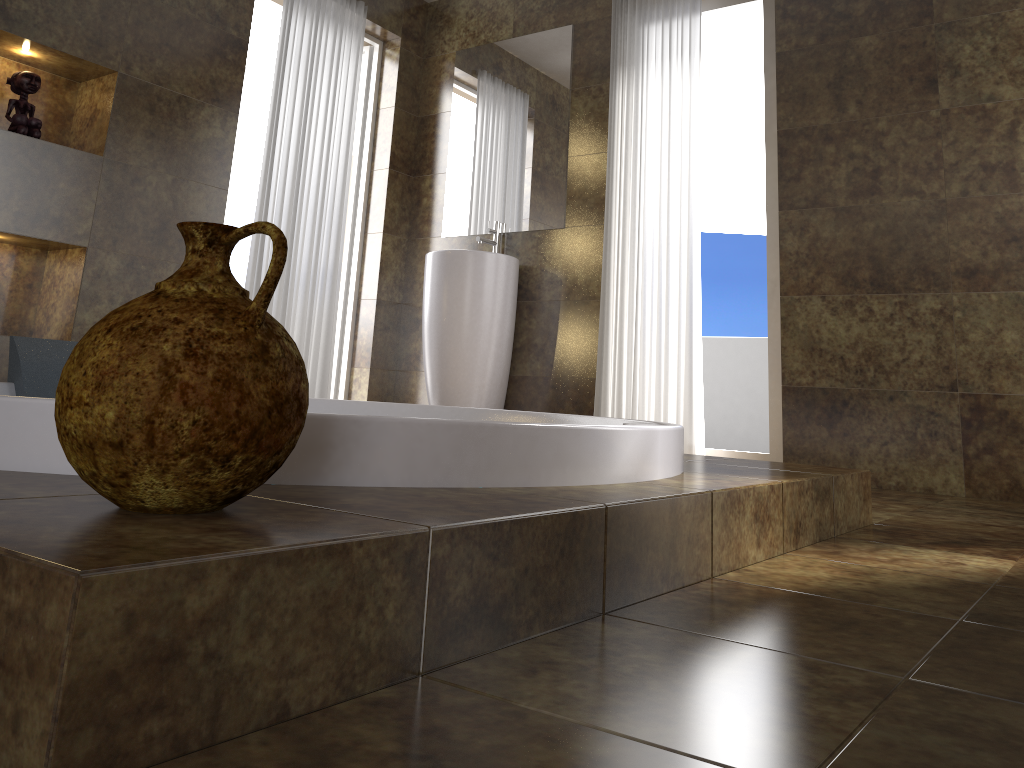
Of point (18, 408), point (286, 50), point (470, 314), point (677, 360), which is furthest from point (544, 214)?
point (18, 408)

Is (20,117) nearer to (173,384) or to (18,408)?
(18,408)

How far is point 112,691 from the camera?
0.6m

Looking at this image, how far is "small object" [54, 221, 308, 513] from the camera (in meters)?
0.75

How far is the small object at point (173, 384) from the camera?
0.8 meters

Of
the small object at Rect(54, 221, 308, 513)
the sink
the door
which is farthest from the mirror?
the small object at Rect(54, 221, 308, 513)

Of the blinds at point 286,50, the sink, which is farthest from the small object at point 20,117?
the sink

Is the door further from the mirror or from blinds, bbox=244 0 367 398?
the mirror

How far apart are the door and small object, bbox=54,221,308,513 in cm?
382

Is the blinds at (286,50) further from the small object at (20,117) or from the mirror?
the small object at (20,117)
